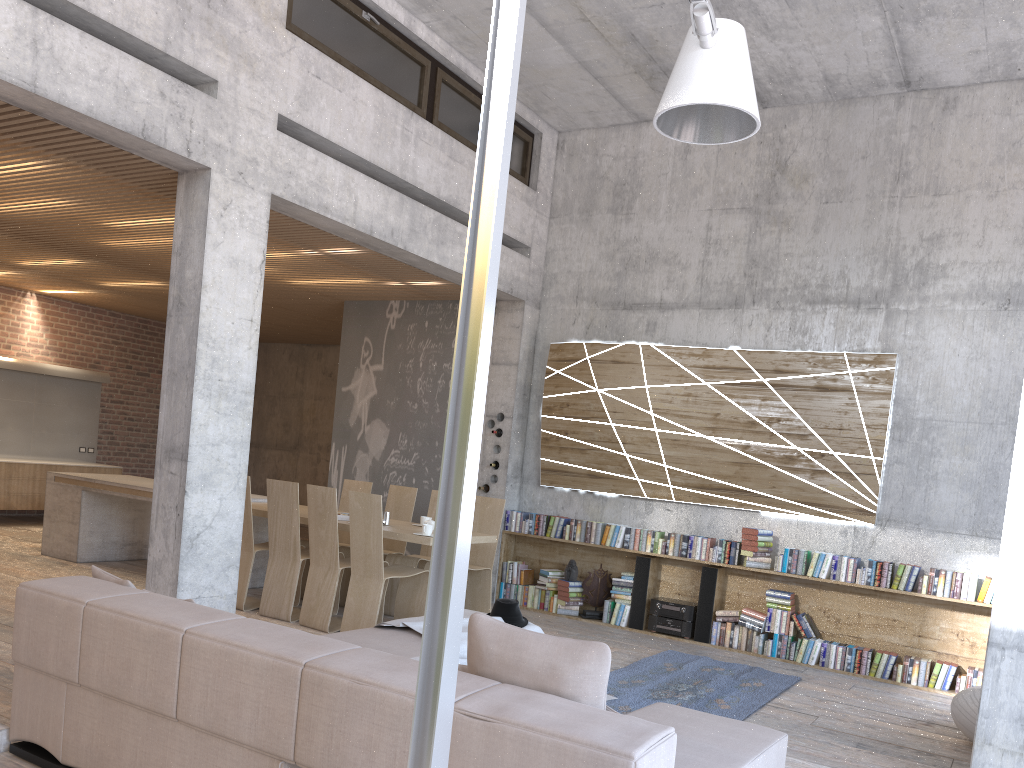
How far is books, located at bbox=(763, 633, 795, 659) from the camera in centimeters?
772cm

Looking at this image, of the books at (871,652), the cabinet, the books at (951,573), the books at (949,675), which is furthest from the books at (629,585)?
the cabinet

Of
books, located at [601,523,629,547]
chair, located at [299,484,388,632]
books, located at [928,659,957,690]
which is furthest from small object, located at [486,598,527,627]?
books, located at [928,659,957,690]

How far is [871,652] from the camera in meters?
7.4

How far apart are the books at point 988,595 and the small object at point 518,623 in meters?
3.9 m

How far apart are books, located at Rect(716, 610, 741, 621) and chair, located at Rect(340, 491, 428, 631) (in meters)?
2.79

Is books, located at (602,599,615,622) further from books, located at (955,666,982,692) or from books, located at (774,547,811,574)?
books, located at (955,666,982,692)

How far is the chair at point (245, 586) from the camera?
7.5m

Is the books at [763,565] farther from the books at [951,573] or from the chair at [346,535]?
the chair at [346,535]

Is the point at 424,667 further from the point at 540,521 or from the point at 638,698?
the point at 540,521
